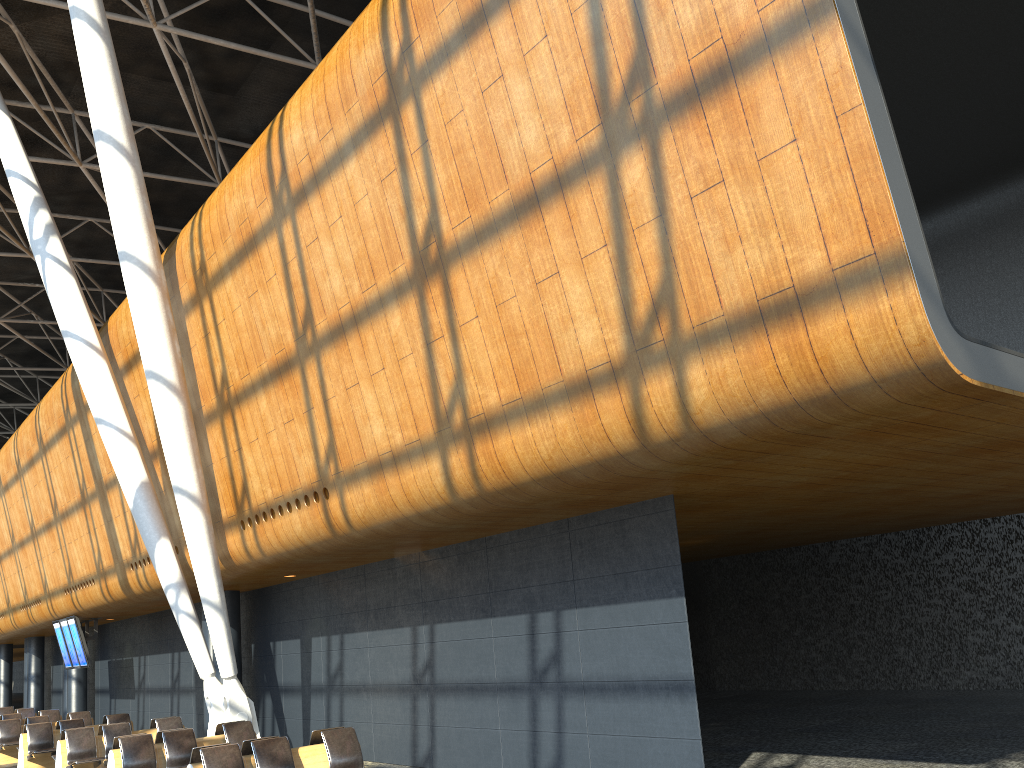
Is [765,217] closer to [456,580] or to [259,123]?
[456,580]

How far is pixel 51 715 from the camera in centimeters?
2084cm

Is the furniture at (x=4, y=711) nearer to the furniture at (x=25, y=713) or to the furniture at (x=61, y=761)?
the furniture at (x=25, y=713)

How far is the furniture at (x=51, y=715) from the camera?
20.84m

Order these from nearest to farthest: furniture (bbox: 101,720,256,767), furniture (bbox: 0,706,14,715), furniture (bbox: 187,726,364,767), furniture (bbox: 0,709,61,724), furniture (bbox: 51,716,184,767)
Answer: furniture (bbox: 187,726,364,767)
furniture (bbox: 101,720,256,767)
furniture (bbox: 51,716,184,767)
furniture (bbox: 0,709,61,724)
furniture (bbox: 0,706,14,715)

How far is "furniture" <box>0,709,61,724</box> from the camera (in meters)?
20.84

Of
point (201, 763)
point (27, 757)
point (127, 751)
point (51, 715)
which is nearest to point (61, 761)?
point (27, 757)

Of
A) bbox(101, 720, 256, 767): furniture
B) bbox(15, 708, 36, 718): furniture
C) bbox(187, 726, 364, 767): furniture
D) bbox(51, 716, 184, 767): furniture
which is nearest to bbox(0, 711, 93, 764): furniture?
bbox(51, 716, 184, 767): furniture

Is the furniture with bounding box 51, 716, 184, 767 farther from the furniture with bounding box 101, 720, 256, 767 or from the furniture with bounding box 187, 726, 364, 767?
the furniture with bounding box 187, 726, 364, 767

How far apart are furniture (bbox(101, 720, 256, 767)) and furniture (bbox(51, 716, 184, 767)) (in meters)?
1.99
